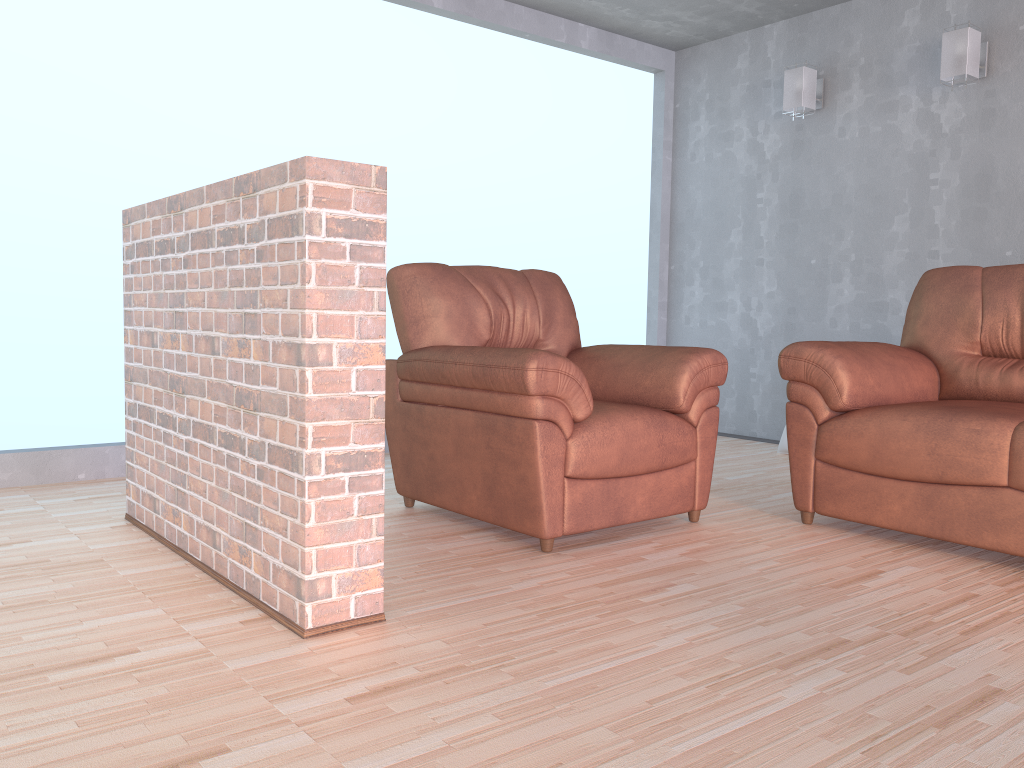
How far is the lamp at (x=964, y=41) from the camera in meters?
4.2

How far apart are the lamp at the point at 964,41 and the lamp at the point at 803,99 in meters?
0.8 m

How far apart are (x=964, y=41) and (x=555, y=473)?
3.14m

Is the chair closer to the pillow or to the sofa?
the sofa

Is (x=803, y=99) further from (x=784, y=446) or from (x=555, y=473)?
(x=555, y=473)

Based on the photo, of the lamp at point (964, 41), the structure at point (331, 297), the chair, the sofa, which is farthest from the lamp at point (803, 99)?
the structure at point (331, 297)

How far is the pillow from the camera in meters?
4.8 m

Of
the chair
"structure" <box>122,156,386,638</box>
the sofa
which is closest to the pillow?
the sofa

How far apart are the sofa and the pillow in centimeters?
133cm

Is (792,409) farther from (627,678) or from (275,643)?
(275,643)
